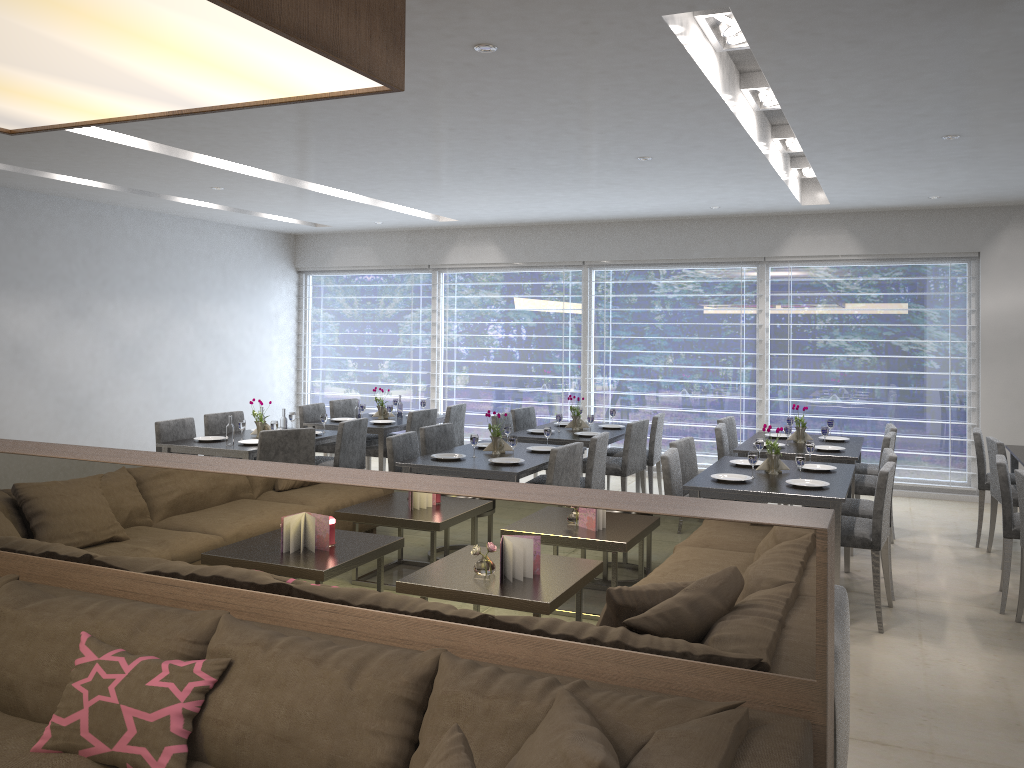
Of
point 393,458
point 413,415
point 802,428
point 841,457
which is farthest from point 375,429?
point 841,457

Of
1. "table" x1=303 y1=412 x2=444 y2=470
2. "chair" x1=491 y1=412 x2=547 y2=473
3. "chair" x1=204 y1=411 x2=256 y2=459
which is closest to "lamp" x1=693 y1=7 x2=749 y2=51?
"chair" x1=491 y1=412 x2=547 y2=473

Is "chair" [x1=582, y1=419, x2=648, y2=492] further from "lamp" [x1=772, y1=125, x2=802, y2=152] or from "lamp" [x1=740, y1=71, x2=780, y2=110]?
"lamp" [x1=740, y1=71, x2=780, y2=110]

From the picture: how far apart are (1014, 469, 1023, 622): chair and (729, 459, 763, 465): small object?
1.48m

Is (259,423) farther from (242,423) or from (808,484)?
(808,484)

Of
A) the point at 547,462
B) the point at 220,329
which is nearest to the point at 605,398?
the point at 547,462

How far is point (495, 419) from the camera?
6.78m

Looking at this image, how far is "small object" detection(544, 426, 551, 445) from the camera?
5.93m

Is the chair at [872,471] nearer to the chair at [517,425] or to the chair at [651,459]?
the chair at [651,459]

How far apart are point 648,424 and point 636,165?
1.97m
